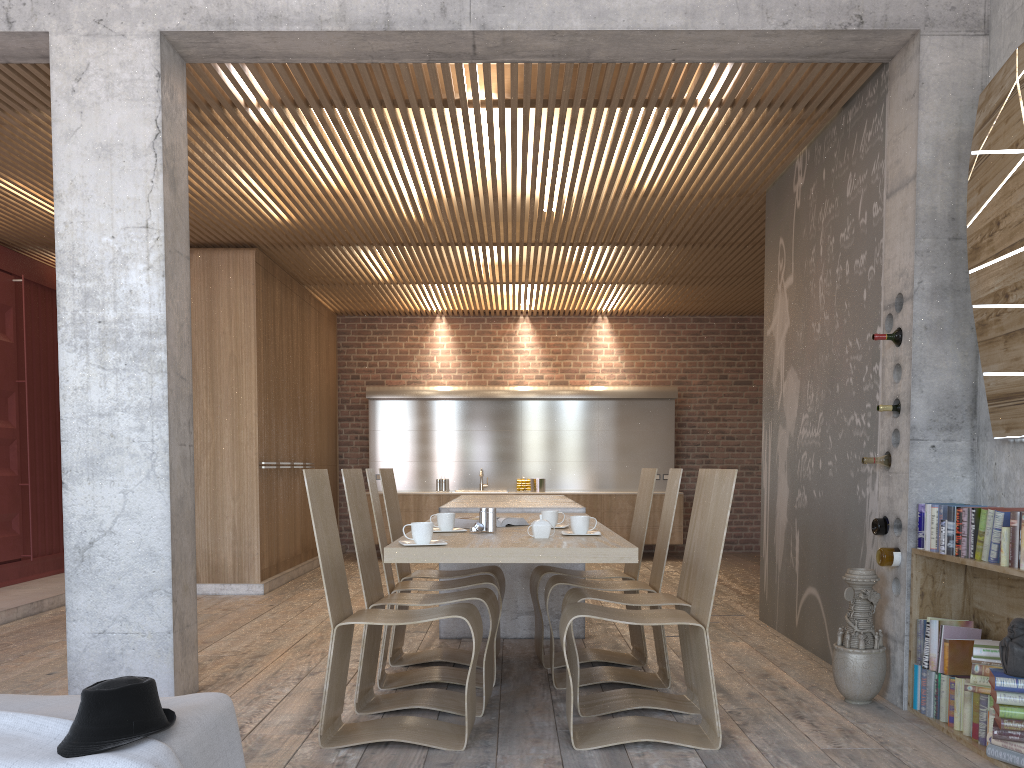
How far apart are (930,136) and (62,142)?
4.30m

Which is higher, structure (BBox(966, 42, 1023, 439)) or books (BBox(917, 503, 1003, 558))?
structure (BBox(966, 42, 1023, 439))

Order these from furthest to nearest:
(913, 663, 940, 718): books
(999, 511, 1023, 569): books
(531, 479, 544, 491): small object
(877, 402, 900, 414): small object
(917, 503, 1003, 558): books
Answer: (531, 479, 544, 491): small object, (877, 402, 900, 414): small object, (913, 663, 940, 718): books, (917, 503, 1003, 558): books, (999, 511, 1023, 569): books

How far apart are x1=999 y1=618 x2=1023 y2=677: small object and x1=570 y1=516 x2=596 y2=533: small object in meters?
1.7 m

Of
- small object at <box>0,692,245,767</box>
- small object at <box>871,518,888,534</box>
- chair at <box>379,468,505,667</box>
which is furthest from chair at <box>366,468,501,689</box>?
small object at <box>871,518,888,534</box>

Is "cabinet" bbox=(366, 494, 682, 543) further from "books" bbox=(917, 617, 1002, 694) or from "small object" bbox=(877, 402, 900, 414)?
"books" bbox=(917, 617, 1002, 694)

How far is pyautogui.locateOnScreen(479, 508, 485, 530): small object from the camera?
4.19m

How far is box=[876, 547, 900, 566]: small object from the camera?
4.27m

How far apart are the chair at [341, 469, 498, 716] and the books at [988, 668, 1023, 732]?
2.1m

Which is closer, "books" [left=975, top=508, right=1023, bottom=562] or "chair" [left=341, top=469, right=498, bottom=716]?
"books" [left=975, top=508, right=1023, bottom=562]
